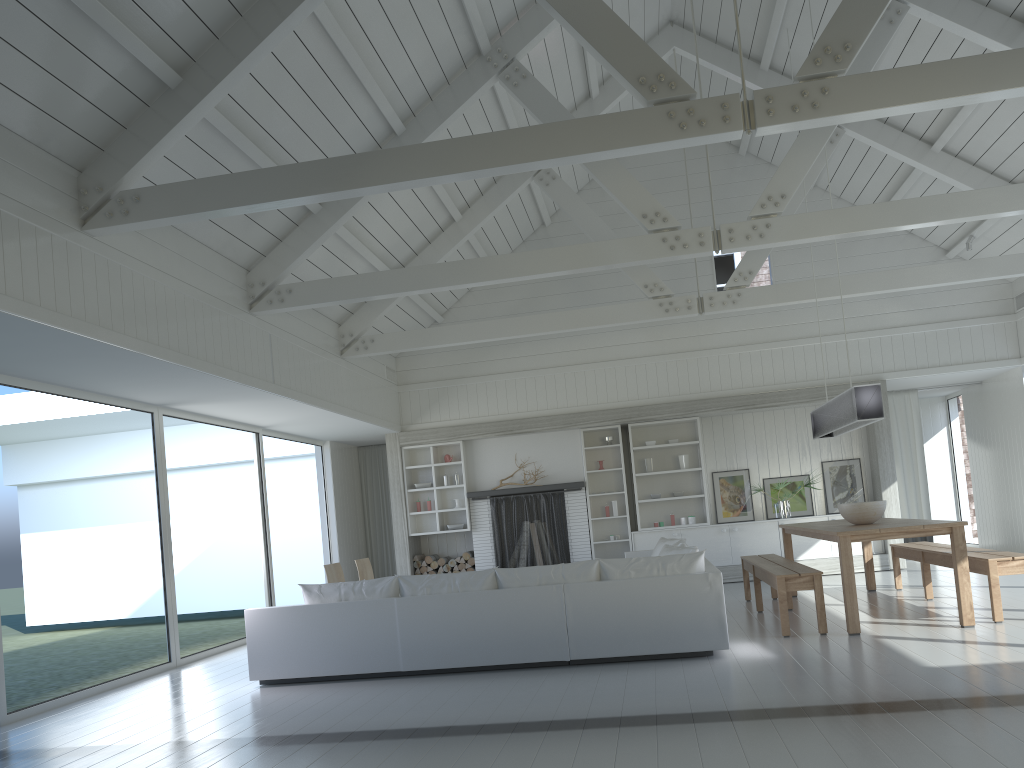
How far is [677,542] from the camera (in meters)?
8.27

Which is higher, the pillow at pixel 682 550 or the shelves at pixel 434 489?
the shelves at pixel 434 489

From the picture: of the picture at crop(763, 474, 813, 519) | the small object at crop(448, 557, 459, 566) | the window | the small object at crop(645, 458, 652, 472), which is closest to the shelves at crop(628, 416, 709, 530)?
the small object at crop(645, 458, 652, 472)

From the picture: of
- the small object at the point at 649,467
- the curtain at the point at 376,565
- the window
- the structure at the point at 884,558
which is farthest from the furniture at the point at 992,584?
the curtain at the point at 376,565

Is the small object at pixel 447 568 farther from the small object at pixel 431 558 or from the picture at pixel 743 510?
the picture at pixel 743 510

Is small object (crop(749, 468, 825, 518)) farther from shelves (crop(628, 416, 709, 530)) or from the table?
the table

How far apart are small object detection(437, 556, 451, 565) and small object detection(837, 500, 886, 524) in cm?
607

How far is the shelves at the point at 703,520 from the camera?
11.94m

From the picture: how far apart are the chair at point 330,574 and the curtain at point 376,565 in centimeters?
433cm

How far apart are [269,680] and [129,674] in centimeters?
158cm
